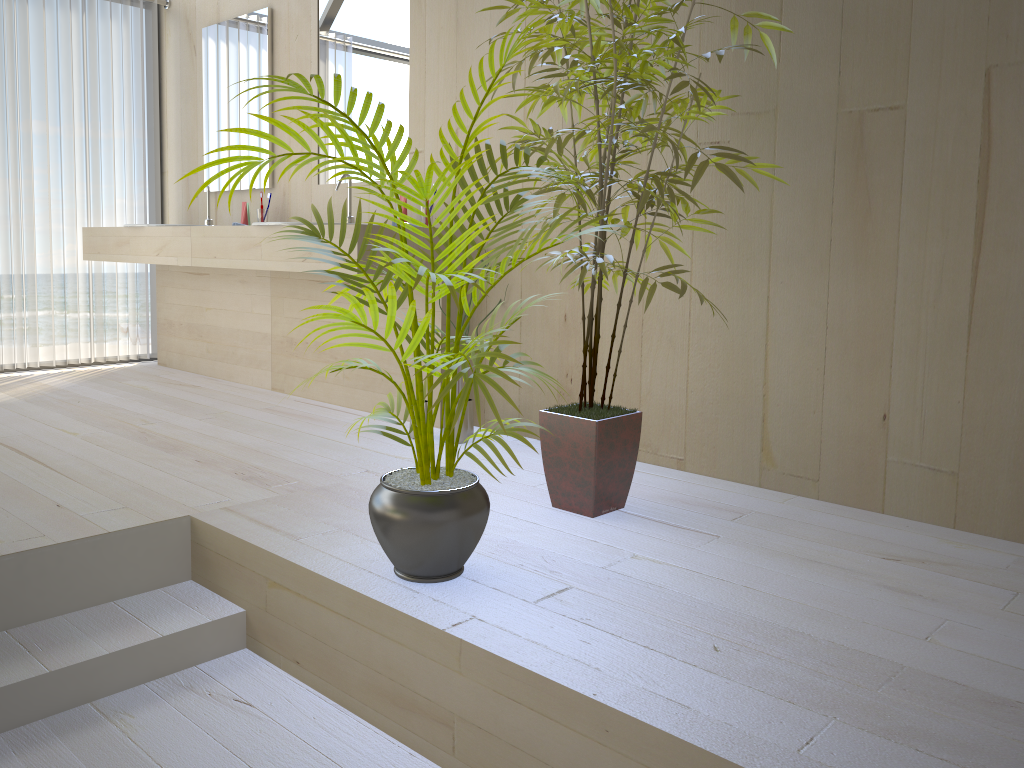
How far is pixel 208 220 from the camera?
4.51m

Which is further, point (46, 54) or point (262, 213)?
point (46, 54)

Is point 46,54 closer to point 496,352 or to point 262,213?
point 262,213

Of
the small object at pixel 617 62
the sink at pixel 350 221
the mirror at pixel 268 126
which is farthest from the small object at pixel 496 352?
the mirror at pixel 268 126

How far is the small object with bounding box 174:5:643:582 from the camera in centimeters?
167cm

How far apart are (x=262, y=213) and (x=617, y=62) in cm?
256

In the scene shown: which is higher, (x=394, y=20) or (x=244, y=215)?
(x=394, y=20)

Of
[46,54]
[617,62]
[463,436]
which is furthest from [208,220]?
[617,62]

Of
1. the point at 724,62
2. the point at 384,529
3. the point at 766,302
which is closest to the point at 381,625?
the point at 384,529

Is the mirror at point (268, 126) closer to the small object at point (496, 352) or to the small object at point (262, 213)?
the small object at point (262, 213)
